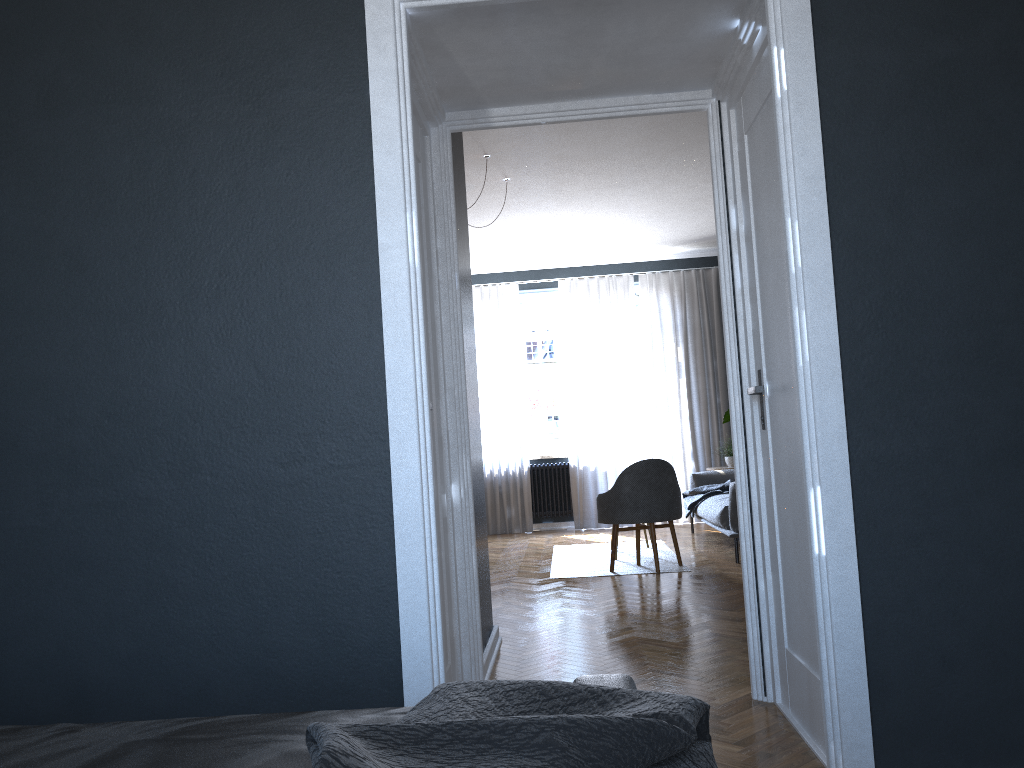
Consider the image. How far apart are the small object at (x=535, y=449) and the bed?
8.4m

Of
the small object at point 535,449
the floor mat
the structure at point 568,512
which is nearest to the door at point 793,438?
the floor mat

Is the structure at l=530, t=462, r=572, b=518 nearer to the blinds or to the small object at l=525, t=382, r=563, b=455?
the blinds

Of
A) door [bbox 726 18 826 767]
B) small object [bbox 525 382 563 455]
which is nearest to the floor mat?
small object [bbox 525 382 563 455]

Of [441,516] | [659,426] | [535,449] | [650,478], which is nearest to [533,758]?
[441,516]

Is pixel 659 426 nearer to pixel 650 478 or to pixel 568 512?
pixel 568 512

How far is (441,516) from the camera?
3.07m

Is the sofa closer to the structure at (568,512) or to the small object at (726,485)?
the small object at (726,485)

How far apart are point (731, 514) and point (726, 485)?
1.39m

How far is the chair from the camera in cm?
628
